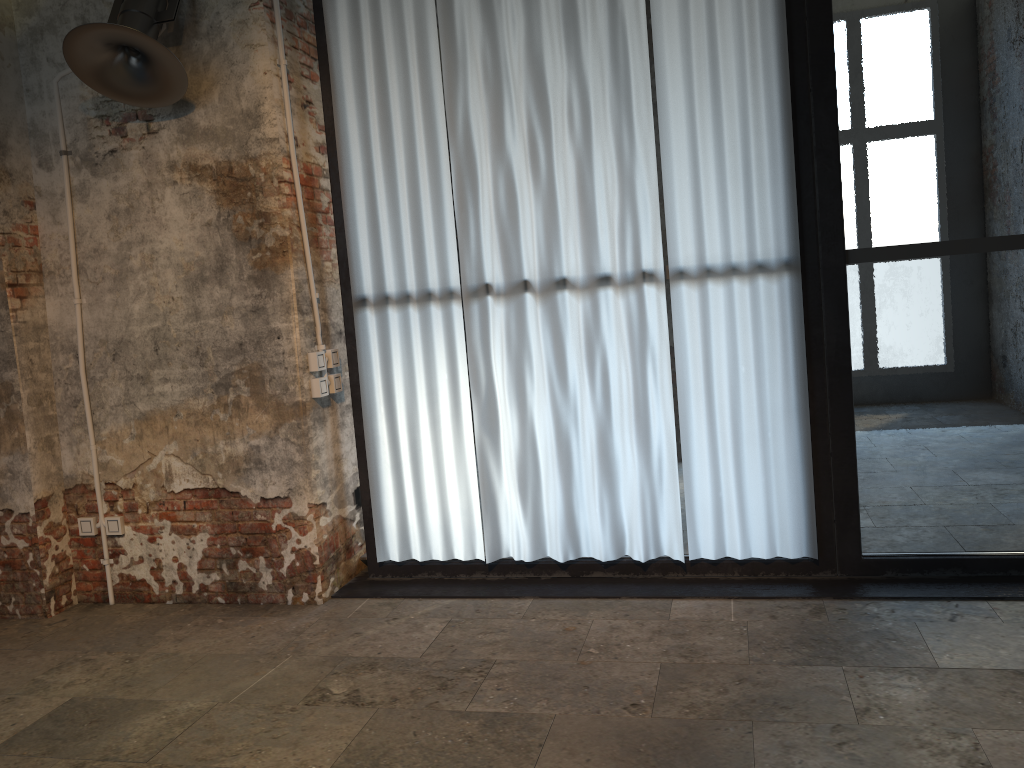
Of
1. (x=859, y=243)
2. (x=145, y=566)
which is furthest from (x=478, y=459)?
(x=859, y=243)

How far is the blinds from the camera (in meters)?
3.70

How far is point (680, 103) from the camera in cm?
370

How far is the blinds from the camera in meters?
3.7
